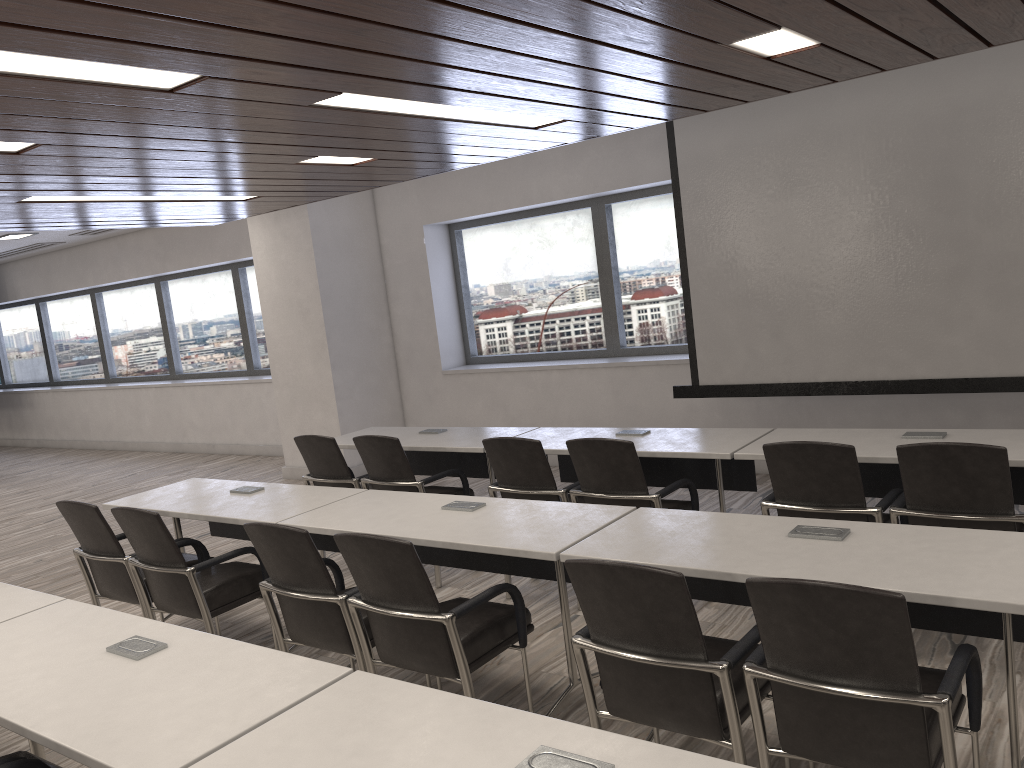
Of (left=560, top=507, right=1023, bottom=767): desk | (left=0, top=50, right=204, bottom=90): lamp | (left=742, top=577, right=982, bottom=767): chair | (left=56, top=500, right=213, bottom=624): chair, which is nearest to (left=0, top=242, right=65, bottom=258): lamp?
(left=56, top=500, right=213, bottom=624): chair

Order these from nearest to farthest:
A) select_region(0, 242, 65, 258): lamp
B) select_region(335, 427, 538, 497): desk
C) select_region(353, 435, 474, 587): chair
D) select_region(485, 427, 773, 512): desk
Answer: select_region(485, 427, 773, 512): desk, select_region(353, 435, 474, 587): chair, select_region(335, 427, 538, 497): desk, select_region(0, 242, 65, 258): lamp

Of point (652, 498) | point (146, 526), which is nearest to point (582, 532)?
point (652, 498)

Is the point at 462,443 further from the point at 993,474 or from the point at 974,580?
the point at 974,580

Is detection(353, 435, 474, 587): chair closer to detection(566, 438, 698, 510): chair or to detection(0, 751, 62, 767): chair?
detection(566, 438, 698, 510): chair

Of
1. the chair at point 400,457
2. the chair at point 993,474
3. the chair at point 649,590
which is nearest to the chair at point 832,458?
the chair at point 993,474

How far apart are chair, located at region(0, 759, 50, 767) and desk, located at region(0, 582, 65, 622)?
0.9m

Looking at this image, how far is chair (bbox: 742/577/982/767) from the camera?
2.1 meters

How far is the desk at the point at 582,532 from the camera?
3.2 meters

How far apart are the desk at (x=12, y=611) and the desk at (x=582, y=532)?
1.0m
